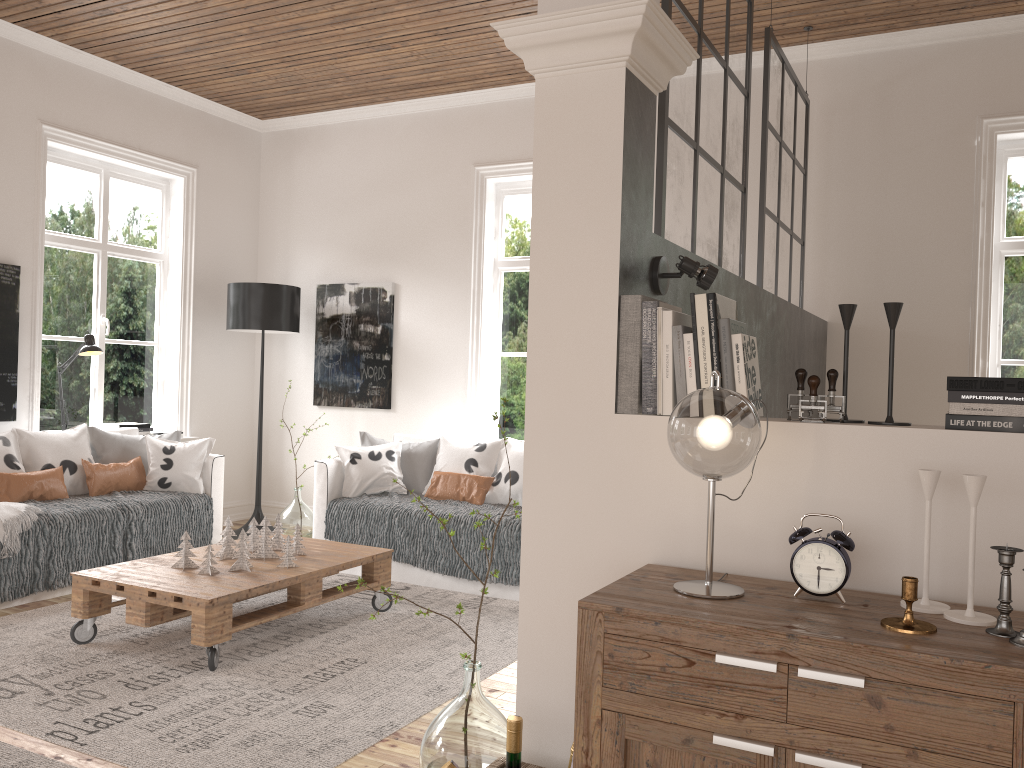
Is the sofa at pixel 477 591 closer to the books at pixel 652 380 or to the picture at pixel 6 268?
the picture at pixel 6 268

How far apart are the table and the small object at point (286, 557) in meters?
0.0 m

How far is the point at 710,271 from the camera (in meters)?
2.21

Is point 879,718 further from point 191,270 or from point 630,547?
point 191,270

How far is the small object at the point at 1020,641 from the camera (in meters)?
1.42

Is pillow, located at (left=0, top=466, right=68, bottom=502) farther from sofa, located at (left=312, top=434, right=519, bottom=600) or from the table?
sofa, located at (left=312, top=434, right=519, bottom=600)

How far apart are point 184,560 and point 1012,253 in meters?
4.4 m

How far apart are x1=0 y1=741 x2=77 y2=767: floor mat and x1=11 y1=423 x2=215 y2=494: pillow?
2.43m

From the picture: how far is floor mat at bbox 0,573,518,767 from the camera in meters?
2.7

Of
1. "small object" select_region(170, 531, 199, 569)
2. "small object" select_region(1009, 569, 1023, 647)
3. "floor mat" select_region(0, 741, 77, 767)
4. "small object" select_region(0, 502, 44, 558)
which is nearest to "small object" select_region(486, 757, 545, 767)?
"small object" select_region(1009, 569, 1023, 647)
